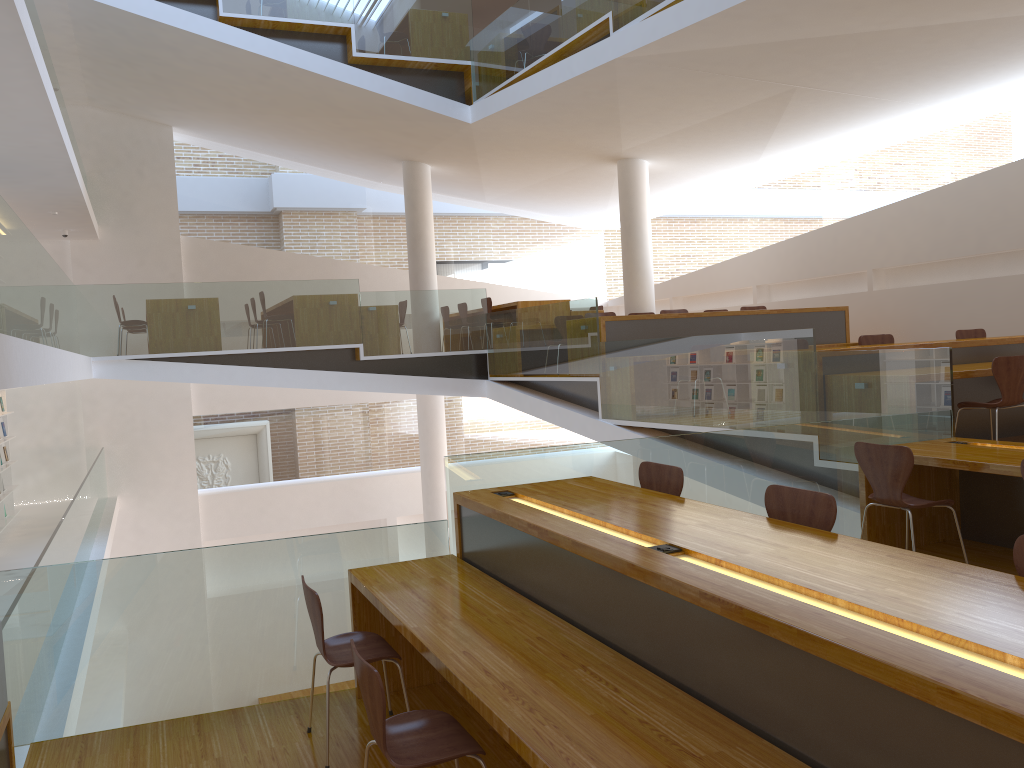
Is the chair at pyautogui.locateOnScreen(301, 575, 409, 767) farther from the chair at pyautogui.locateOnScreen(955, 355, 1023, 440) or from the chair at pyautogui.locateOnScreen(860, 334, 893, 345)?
the chair at pyautogui.locateOnScreen(860, 334, 893, 345)

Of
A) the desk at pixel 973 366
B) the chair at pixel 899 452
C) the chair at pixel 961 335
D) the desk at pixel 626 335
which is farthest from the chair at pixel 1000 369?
the desk at pixel 626 335

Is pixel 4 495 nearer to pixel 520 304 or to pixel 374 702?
pixel 520 304

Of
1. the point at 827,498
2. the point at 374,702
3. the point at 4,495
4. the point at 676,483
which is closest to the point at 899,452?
the point at 676,483

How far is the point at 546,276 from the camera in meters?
16.6 m

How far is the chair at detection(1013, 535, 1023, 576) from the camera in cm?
244

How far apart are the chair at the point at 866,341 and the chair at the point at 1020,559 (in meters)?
5.84

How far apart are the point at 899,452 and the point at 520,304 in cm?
745

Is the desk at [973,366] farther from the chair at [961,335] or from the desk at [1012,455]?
the chair at [961,335]

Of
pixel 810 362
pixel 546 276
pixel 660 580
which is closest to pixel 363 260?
pixel 546 276
